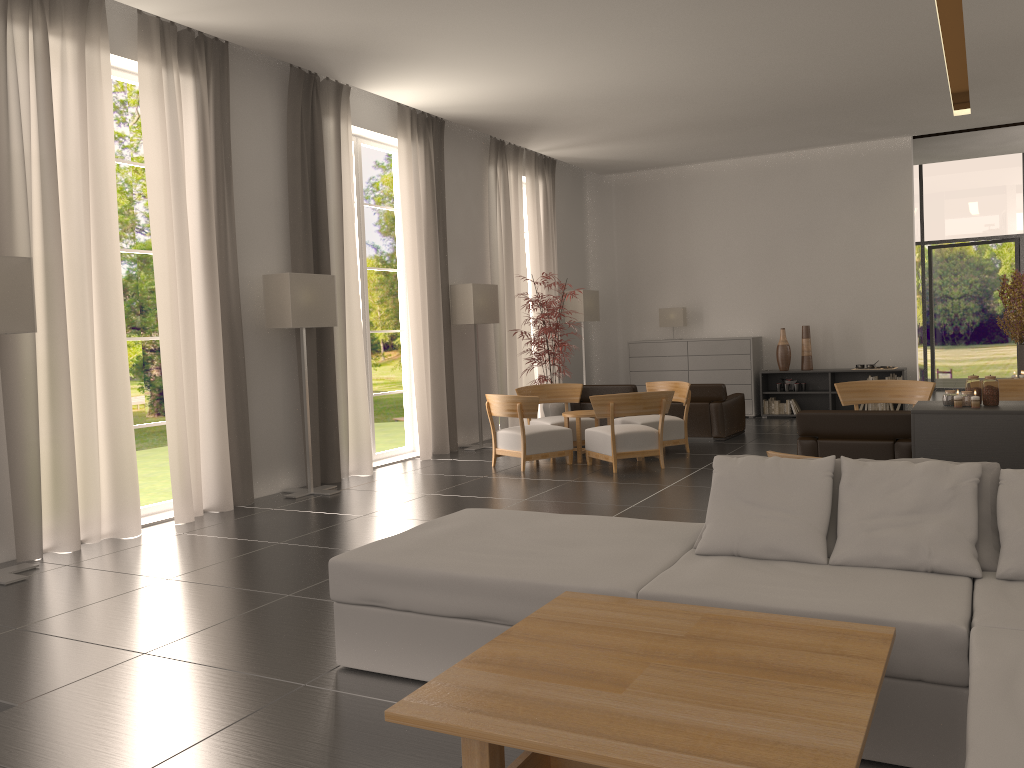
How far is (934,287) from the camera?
25.9m

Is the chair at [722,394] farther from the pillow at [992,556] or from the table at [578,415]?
the pillow at [992,556]

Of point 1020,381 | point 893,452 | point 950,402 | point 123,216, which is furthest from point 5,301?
point 123,216

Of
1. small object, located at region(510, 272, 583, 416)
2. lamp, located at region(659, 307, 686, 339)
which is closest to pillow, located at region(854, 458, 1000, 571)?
small object, located at region(510, 272, 583, 416)

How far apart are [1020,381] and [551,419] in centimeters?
737cm

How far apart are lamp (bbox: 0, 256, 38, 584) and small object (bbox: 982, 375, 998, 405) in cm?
981

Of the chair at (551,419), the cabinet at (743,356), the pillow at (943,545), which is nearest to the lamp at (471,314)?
the chair at (551,419)

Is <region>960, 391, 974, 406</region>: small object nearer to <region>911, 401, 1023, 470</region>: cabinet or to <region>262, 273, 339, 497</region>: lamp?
<region>911, 401, 1023, 470</region>: cabinet

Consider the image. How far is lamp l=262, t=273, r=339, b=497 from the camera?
12.3 meters

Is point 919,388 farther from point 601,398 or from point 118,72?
point 118,72
